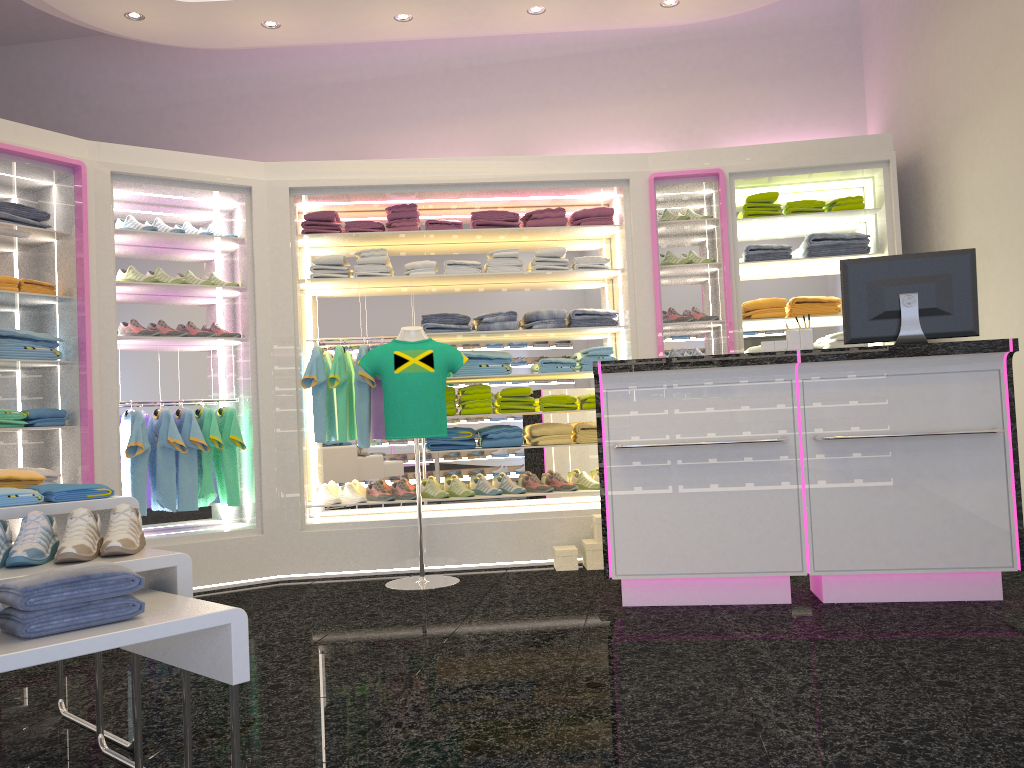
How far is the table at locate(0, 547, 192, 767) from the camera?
2.24m

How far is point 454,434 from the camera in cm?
598

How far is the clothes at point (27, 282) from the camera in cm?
500

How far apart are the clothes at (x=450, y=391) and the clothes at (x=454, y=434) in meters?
0.3

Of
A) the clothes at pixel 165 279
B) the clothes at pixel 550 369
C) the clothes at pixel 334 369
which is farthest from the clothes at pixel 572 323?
the clothes at pixel 165 279

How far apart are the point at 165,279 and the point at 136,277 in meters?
0.2 m

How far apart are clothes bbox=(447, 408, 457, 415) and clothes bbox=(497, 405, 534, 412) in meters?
0.3

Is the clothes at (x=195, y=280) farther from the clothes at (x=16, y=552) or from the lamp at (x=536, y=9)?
the clothes at (x=16, y=552)

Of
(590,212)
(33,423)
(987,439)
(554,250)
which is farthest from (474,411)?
(987,439)

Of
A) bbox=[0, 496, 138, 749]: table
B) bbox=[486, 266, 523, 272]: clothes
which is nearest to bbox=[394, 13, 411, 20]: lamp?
bbox=[486, 266, 523, 272]: clothes
